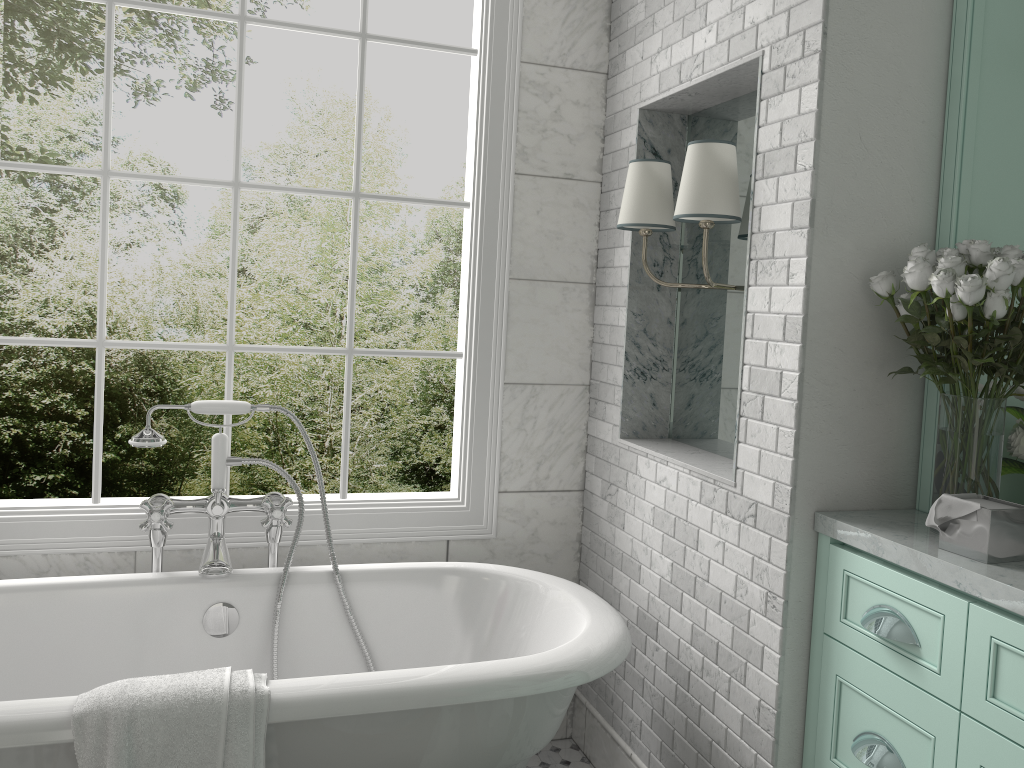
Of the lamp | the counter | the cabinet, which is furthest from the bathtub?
the lamp

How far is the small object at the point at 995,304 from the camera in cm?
178

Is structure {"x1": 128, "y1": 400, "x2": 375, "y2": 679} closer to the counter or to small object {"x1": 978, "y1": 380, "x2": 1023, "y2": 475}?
the counter

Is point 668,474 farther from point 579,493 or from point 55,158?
point 55,158

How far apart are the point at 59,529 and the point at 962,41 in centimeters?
281cm

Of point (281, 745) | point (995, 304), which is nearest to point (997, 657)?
point (995, 304)

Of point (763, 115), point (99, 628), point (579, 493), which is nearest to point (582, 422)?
point (579, 493)

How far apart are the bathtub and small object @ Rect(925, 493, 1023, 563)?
0.8 meters

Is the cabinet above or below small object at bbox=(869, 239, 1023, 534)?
below

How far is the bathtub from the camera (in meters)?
1.93
